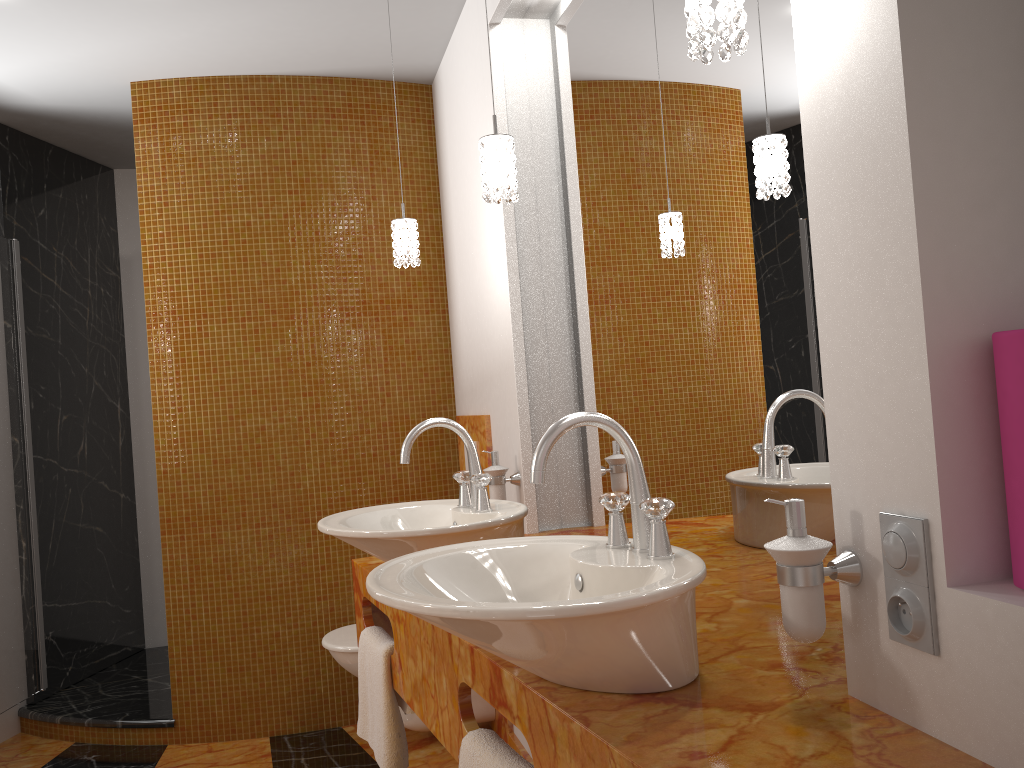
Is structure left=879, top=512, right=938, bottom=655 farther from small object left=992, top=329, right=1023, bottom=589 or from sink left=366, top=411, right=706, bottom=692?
sink left=366, top=411, right=706, bottom=692

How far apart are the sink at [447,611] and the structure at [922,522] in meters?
0.2

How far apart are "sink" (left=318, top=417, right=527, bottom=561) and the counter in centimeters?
13cm

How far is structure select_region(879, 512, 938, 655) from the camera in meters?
0.9 m

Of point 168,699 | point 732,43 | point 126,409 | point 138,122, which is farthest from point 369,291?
point 732,43

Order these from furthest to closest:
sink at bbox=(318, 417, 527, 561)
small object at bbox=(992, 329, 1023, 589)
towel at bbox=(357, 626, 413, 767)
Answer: towel at bbox=(357, 626, 413, 767), sink at bbox=(318, 417, 527, 561), small object at bbox=(992, 329, 1023, 589)

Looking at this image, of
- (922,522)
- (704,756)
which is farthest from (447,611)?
(922,522)

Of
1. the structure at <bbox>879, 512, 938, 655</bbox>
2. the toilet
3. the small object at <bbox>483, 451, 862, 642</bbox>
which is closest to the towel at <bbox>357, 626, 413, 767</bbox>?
the small object at <bbox>483, 451, 862, 642</bbox>

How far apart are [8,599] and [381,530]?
2.5m

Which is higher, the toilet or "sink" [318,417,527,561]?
"sink" [318,417,527,561]
